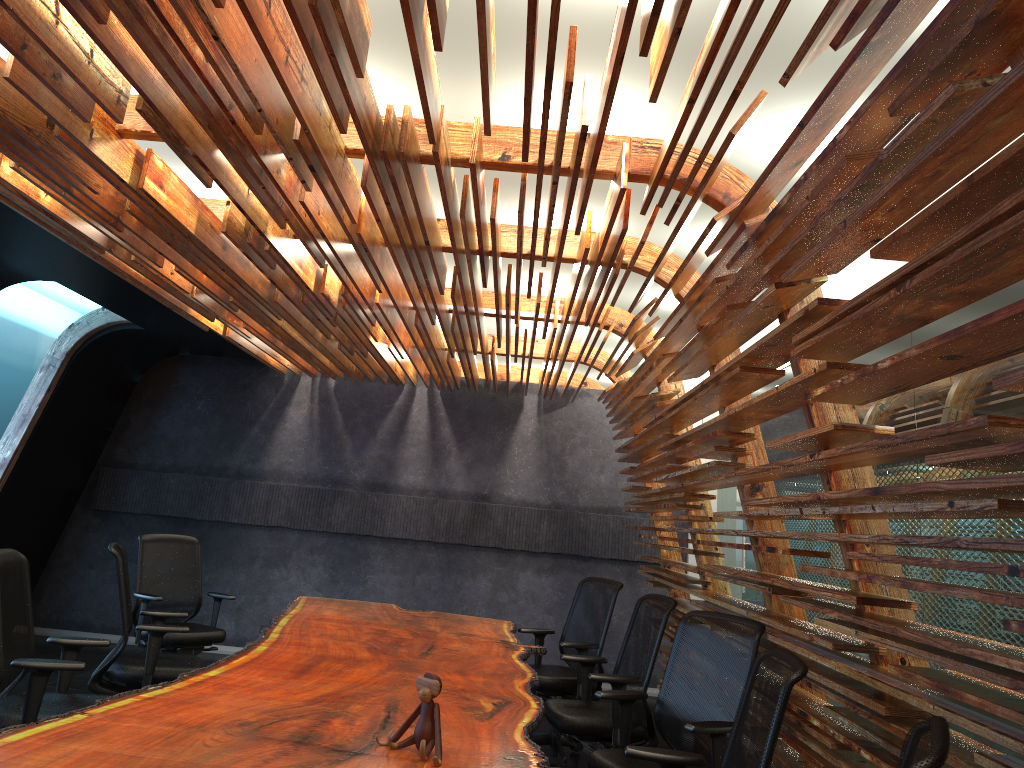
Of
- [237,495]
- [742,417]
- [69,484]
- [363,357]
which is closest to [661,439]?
[742,417]

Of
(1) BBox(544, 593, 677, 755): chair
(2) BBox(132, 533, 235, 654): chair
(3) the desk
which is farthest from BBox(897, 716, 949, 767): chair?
(2) BBox(132, 533, 235, 654): chair

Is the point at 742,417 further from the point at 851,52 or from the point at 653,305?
the point at 851,52

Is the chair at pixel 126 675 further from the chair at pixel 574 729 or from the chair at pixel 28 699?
the chair at pixel 574 729

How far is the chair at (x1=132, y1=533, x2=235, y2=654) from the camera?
6.7m

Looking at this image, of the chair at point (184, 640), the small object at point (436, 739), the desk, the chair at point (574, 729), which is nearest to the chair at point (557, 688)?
the desk

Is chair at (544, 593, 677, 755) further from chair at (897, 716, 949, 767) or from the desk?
chair at (897, 716, 949, 767)

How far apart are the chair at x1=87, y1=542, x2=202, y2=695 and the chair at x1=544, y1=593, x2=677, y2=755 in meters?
2.2 m

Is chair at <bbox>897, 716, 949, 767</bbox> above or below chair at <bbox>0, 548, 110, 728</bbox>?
above

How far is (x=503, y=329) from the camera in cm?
958
